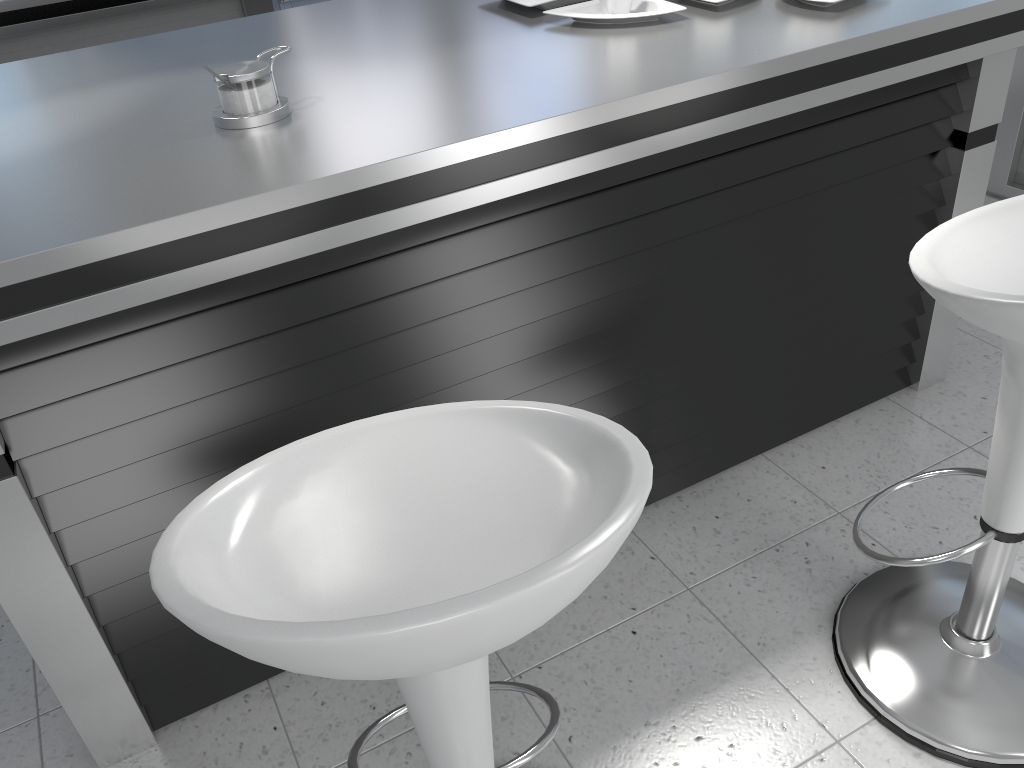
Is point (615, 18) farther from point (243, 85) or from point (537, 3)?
point (243, 85)

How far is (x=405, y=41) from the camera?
1.8m

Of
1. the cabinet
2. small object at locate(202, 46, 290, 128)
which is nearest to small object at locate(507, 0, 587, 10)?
small object at locate(202, 46, 290, 128)

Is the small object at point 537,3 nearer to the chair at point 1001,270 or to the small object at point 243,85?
the small object at point 243,85

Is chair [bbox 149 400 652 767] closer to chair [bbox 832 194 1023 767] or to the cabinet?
chair [bbox 832 194 1023 767]

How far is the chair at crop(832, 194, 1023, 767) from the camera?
1.2m

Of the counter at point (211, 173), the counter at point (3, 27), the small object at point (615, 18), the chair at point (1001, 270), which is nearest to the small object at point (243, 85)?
the counter at point (211, 173)

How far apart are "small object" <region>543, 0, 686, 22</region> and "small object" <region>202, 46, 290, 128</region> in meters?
0.6

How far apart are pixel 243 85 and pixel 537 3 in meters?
0.7 m

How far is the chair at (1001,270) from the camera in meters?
1.2
